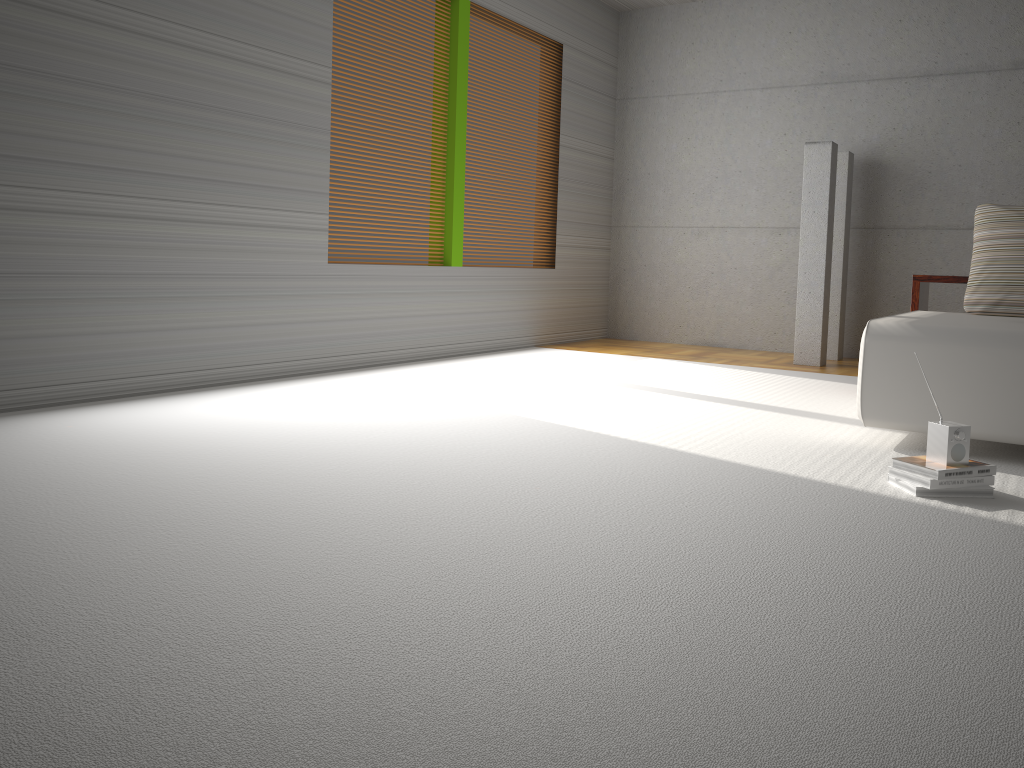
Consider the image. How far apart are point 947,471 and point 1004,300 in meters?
2.0

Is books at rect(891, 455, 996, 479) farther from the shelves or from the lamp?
the lamp

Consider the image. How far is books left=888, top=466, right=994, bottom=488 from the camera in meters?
2.9 m

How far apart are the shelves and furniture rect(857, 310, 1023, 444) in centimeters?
51cm

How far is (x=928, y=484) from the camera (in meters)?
2.85

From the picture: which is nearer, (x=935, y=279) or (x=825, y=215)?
(x=935, y=279)

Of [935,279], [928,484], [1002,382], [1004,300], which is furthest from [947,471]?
[935,279]

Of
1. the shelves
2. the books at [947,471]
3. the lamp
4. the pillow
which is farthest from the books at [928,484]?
the lamp

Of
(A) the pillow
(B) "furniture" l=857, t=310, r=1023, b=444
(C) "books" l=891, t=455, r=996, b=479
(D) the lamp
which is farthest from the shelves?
(C) "books" l=891, t=455, r=996, b=479

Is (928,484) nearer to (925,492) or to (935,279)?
(925,492)
